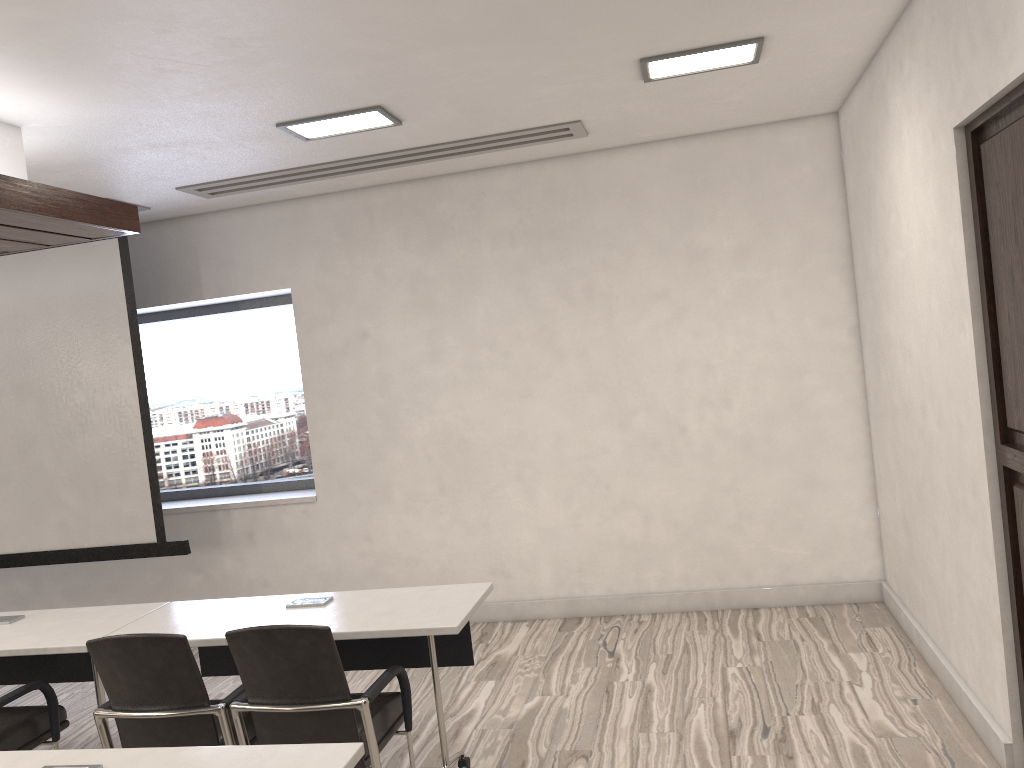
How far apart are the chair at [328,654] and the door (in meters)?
2.20

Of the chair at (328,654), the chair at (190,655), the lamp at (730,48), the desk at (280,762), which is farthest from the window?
the desk at (280,762)

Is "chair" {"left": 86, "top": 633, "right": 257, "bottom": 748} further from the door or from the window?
the window

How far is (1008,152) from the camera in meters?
2.8

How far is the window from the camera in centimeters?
650cm

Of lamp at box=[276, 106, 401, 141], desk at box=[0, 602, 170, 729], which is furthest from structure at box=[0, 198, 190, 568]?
lamp at box=[276, 106, 401, 141]

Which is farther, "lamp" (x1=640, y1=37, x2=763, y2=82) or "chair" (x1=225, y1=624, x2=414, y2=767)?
"lamp" (x1=640, y1=37, x2=763, y2=82)

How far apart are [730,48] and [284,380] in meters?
4.0

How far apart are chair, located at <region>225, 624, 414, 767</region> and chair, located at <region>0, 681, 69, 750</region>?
1.0m

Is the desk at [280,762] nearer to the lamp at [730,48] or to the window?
the lamp at [730,48]
